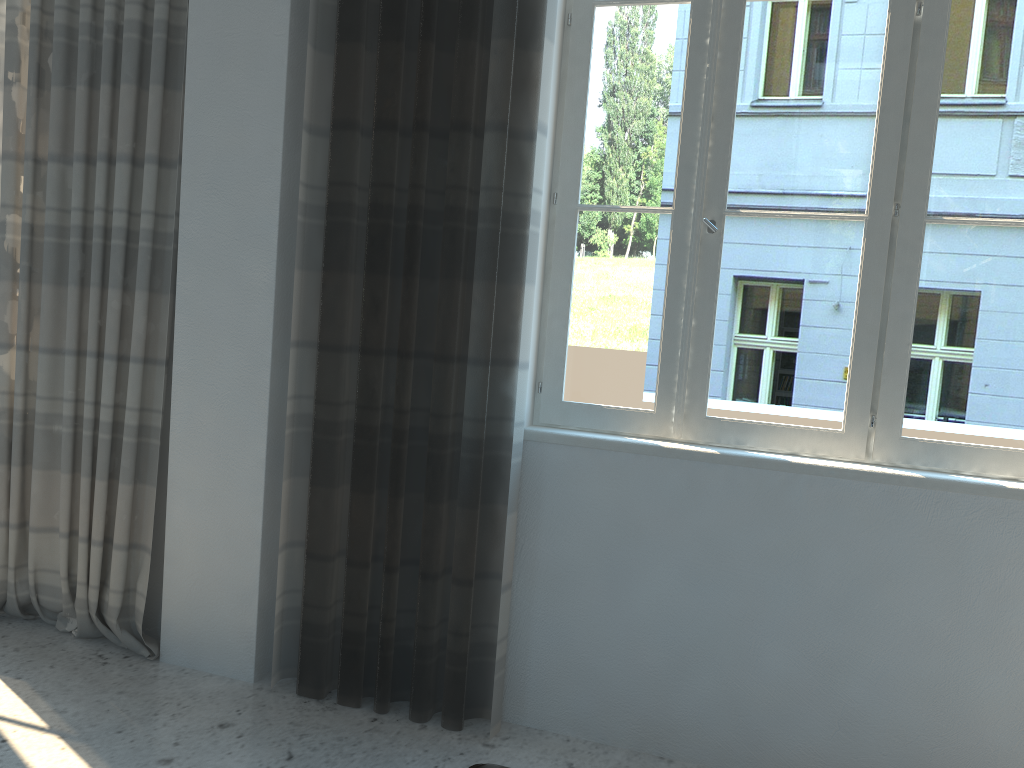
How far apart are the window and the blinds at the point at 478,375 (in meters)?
0.12

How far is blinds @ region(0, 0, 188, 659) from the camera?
3.0 meters

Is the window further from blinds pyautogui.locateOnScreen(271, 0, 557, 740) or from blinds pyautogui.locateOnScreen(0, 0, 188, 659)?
blinds pyautogui.locateOnScreen(0, 0, 188, 659)

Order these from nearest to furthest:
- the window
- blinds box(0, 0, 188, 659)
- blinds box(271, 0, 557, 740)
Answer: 1. the window
2. blinds box(271, 0, 557, 740)
3. blinds box(0, 0, 188, 659)

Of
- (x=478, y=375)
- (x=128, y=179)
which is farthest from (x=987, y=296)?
(x=128, y=179)

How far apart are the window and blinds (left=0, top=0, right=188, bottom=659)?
1.2m

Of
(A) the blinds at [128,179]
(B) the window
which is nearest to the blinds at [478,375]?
(B) the window

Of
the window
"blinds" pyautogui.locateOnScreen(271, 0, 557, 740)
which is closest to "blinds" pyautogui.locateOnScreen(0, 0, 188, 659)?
"blinds" pyautogui.locateOnScreen(271, 0, 557, 740)

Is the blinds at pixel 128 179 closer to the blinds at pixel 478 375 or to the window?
the blinds at pixel 478 375

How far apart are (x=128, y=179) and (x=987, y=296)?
2.7 meters
